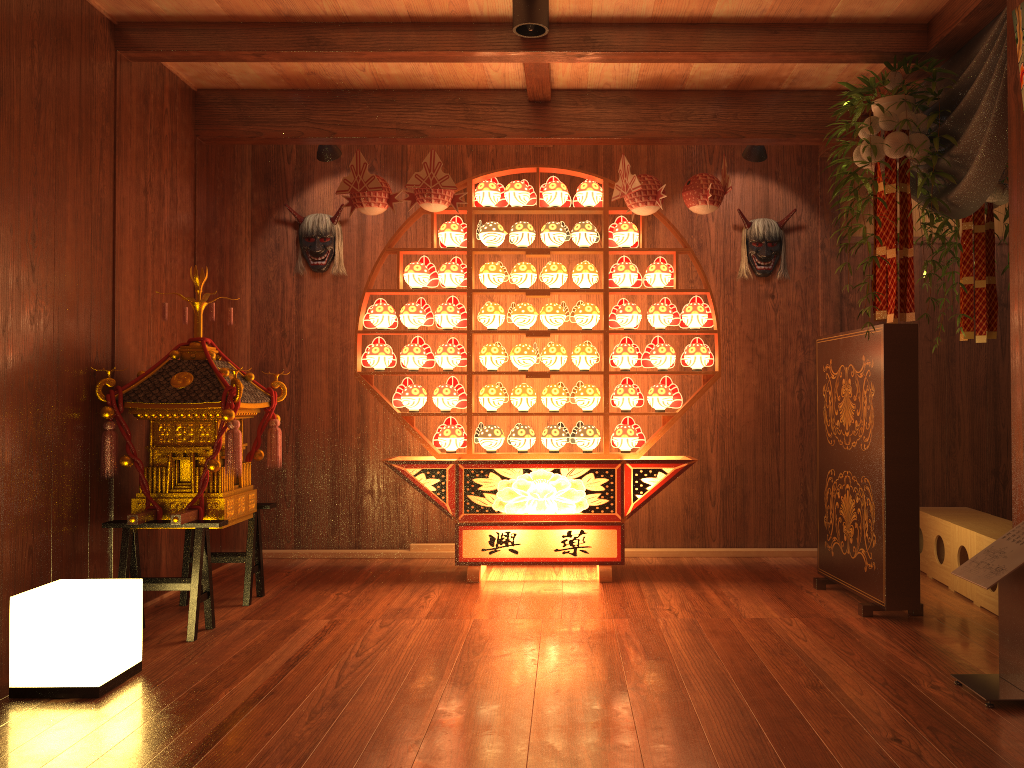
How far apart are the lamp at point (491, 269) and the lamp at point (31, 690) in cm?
238

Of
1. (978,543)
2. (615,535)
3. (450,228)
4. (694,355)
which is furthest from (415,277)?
(978,543)

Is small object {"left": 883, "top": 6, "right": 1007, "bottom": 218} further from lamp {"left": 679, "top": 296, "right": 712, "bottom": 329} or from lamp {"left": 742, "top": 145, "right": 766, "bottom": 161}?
lamp {"left": 679, "top": 296, "right": 712, "bottom": 329}

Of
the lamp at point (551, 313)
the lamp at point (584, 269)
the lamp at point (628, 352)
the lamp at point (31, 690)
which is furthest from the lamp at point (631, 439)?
the lamp at point (31, 690)

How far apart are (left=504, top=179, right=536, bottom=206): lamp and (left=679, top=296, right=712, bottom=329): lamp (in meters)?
1.01

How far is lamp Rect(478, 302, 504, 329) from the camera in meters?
4.7

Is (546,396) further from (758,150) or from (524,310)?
(758,150)

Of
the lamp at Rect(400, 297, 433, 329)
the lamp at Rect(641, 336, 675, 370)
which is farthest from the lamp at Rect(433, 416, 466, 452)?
the lamp at Rect(641, 336, 675, 370)

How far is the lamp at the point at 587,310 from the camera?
4.7m

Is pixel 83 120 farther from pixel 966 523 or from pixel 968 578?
pixel 966 523
